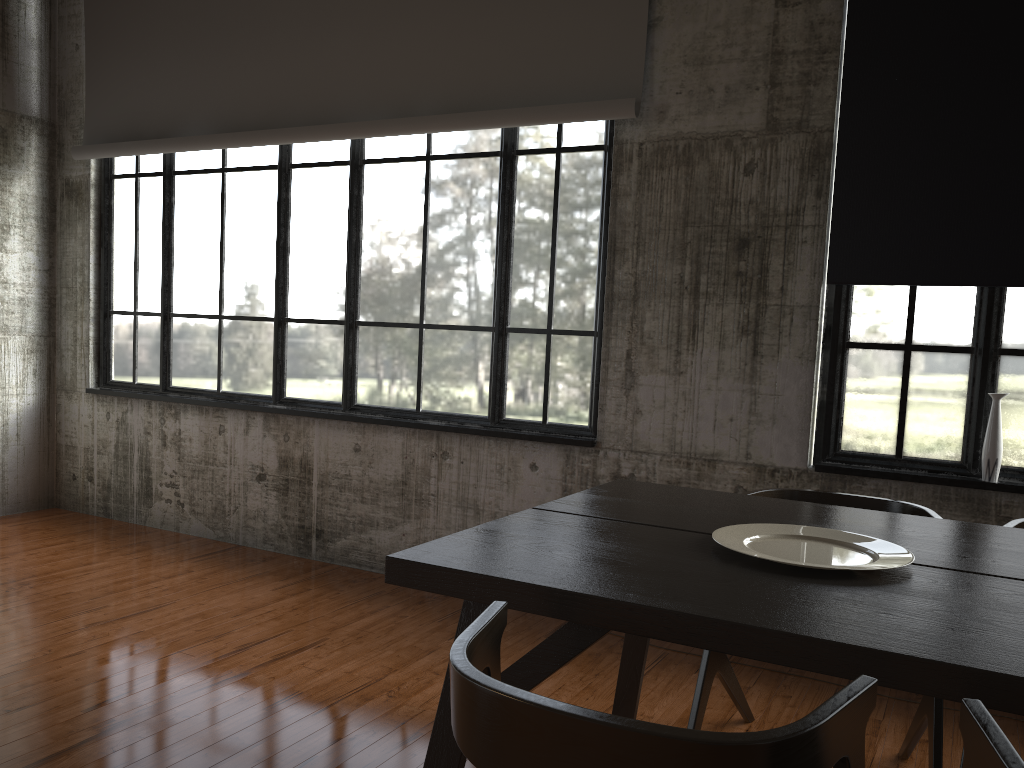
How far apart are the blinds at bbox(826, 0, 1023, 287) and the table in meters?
1.6 m

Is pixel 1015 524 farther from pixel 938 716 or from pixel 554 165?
pixel 554 165

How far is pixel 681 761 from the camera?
1.3m

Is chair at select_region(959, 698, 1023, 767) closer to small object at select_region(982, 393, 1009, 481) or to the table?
the table

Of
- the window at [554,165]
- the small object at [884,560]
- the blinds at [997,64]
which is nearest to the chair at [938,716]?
the small object at [884,560]

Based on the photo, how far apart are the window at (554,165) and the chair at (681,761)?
3.21m

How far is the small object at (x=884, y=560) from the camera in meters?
2.3 m

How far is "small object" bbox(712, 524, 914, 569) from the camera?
2.3 meters

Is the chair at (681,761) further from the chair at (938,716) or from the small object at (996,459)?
the small object at (996,459)

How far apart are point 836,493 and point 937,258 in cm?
136
